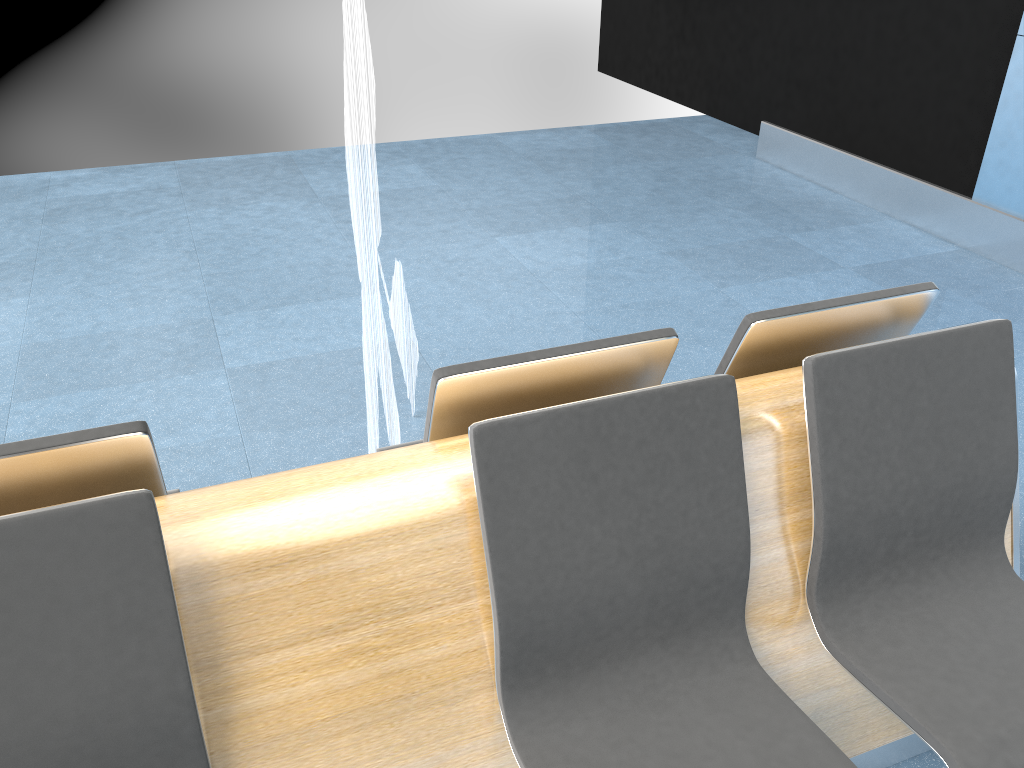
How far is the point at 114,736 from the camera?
1.3 meters

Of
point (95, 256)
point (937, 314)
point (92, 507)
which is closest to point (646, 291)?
point (937, 314)

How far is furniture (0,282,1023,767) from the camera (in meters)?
1.26

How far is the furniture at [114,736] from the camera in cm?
126
